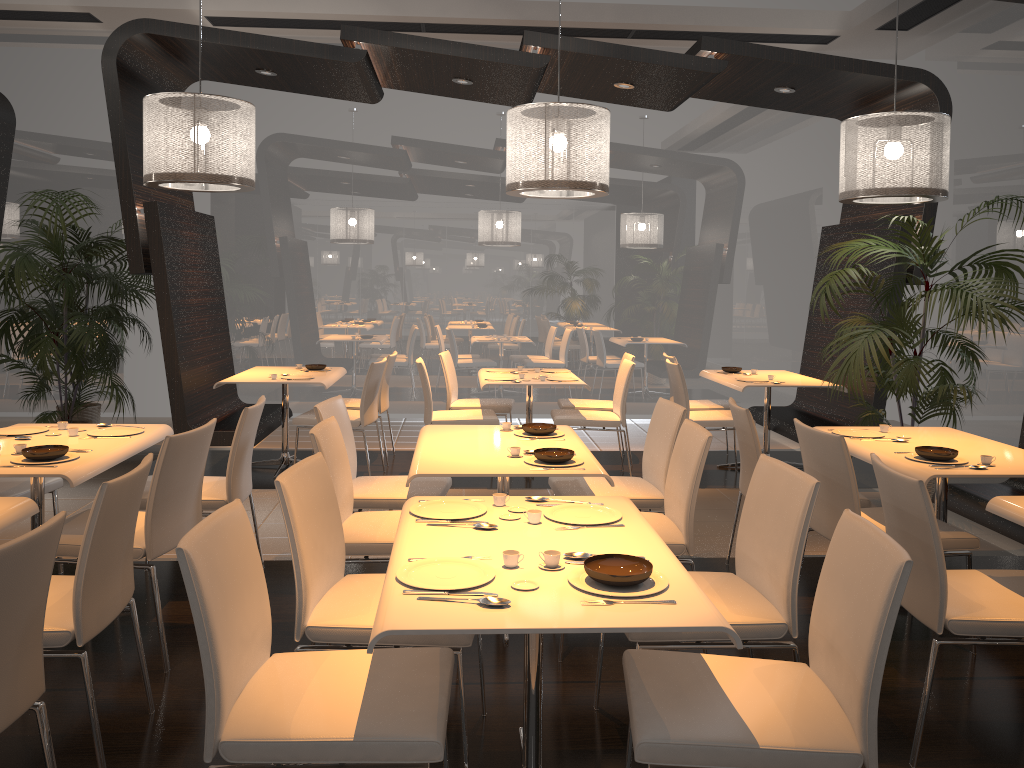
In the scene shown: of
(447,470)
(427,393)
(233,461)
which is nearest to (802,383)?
(427,393)

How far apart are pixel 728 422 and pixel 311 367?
3.3 meters

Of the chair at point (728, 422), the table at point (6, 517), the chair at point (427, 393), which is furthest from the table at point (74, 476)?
the chair at point (728, 422)

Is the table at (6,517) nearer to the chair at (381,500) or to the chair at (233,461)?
the chair at (233,461)

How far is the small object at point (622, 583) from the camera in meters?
2.1

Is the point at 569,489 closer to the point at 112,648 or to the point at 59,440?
the point at 112,648

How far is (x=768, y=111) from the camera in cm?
909

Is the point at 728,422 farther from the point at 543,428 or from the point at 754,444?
the point at 543,428

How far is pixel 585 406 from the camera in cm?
709

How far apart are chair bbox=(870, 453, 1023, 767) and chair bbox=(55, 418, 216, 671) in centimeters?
249cm
